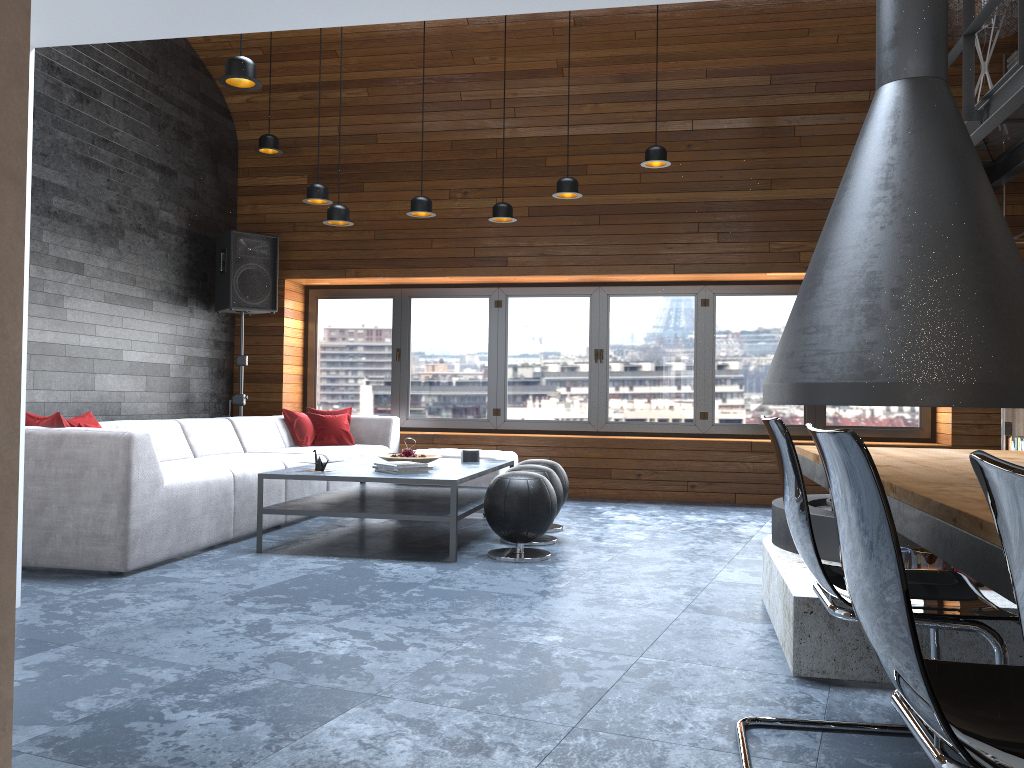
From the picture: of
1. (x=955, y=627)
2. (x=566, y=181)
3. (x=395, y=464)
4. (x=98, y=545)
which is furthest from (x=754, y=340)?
(x=955, y=627)

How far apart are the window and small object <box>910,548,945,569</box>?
4.9 meters

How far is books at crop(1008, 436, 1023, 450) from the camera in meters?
6.6 m

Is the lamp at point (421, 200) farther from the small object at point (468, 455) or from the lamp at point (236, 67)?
the lamp at point (236, 67)

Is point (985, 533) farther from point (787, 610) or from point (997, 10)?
point (997, 10)

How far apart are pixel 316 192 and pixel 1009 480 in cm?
605

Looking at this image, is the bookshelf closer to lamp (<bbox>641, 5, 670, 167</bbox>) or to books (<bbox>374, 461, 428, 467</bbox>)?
lamp (<bbox>641, 5, 670, 167</bbox>)

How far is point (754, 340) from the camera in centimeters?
797cm

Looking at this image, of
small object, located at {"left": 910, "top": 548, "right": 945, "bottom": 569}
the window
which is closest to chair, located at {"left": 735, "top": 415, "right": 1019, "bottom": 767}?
small object, located at {"left": 910, "top": 548, "right": 945, "bottom": 569}

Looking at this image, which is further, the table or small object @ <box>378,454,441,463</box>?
small object @ <box>378,454,441,463</box>
